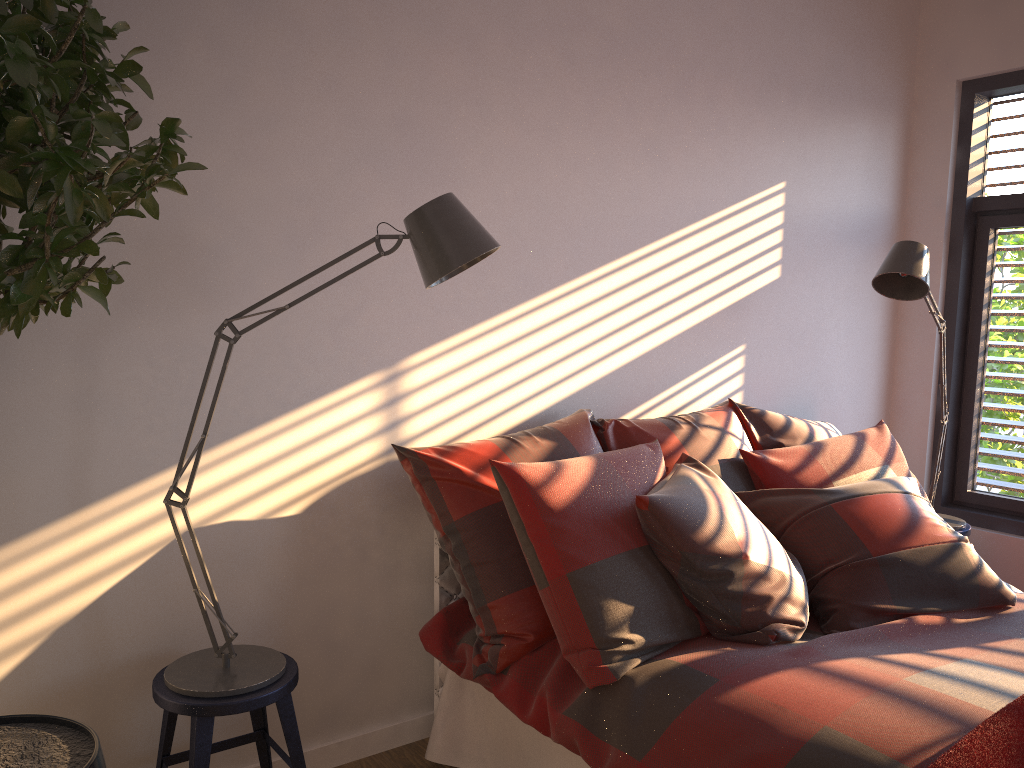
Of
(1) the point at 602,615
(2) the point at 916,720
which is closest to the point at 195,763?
(1) the point at 602,615

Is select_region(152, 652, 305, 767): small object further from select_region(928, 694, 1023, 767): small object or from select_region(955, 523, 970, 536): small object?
select_region(955, 523, 970, 536): small object

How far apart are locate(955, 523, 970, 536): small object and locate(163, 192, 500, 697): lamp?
2.55m

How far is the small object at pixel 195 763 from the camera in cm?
194

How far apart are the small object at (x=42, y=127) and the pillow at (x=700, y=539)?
0.9m

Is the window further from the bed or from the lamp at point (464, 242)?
the lamp at point (464, 242)

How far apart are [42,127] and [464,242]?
0.88m

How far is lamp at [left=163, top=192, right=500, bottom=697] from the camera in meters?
1.9 m

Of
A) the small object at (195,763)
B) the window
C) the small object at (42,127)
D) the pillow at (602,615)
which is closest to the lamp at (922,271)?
the window

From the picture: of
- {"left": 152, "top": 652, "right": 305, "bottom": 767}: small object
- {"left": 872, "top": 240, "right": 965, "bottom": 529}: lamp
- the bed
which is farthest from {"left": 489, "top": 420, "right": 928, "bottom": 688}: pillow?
{"left": 152, "top": 652, "right": 305, "bottom": 767}: small object
